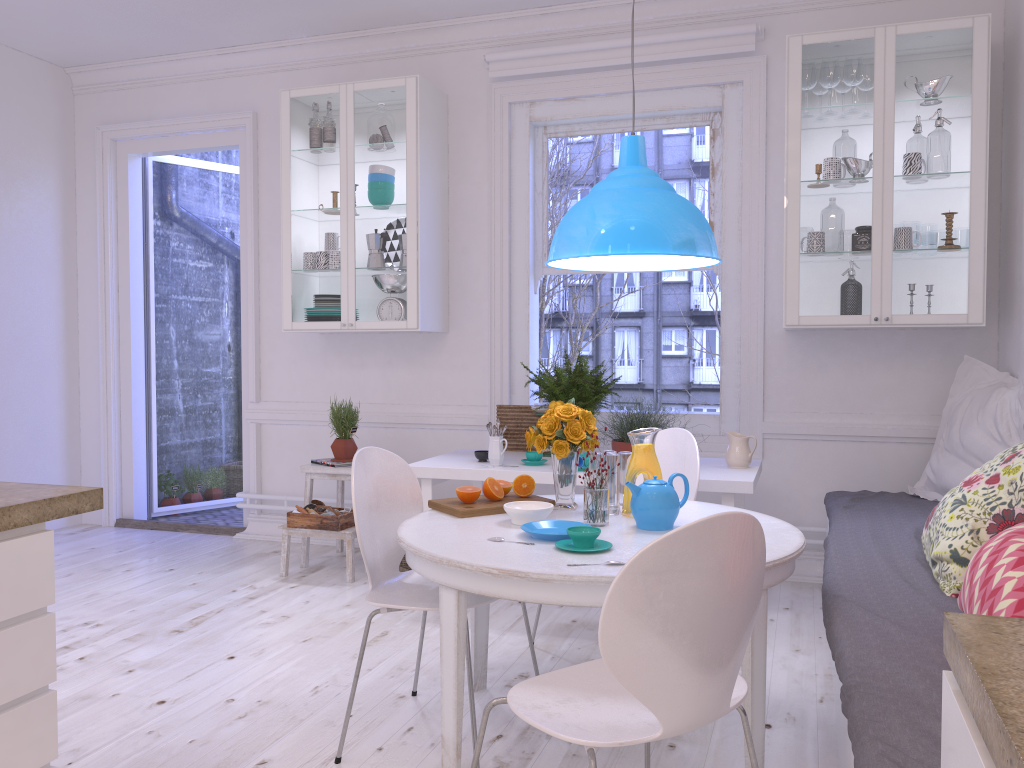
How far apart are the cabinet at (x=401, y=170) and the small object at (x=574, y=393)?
0.7m

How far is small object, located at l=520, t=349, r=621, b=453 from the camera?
4.07m

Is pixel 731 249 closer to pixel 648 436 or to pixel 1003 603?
pixel 648 436

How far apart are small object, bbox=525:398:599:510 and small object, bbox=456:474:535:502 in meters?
0.1

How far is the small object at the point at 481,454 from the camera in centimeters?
407cm

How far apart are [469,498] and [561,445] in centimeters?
33cm

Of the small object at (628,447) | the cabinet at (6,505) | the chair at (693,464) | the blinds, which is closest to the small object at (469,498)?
the chair at (693,464)

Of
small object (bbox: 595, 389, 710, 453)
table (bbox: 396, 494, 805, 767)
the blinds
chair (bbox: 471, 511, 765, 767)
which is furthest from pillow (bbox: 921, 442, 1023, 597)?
the blinds

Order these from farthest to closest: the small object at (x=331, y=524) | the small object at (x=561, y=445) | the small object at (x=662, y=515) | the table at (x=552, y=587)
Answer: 1. the small object at (x=331, y=524)
2. the small object at (x=561, y=445)
3. the small object at (x=662, y=515)
4. the table at (x=552, y=587)

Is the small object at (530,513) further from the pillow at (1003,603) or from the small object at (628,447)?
the small object at (628,447)
